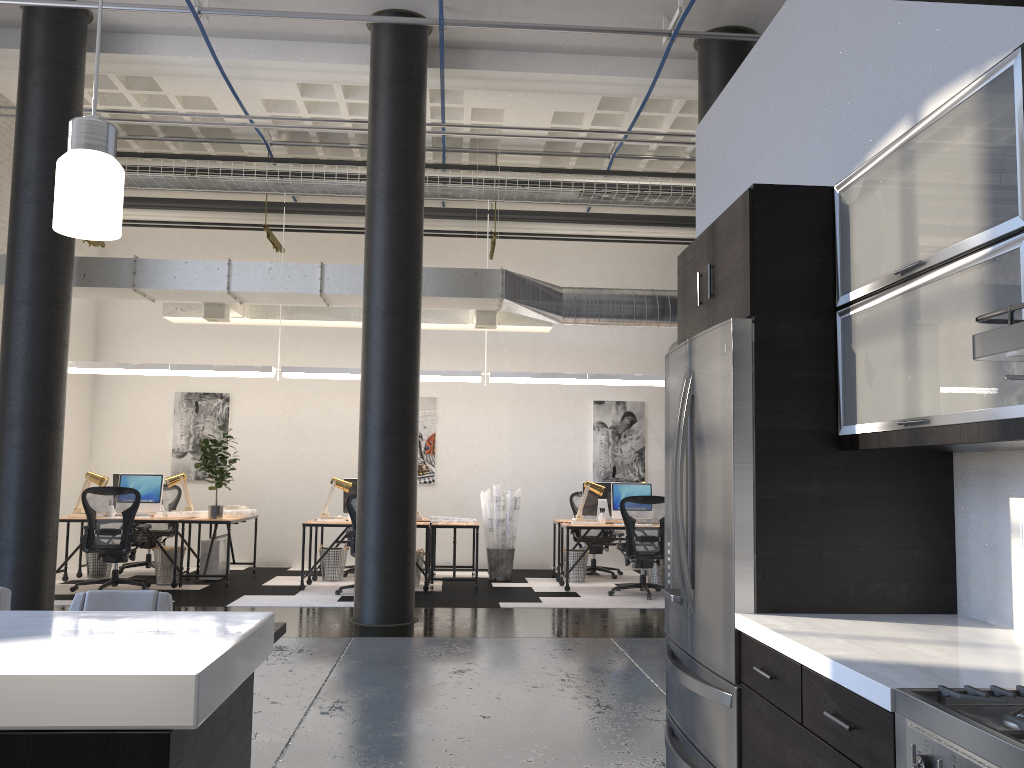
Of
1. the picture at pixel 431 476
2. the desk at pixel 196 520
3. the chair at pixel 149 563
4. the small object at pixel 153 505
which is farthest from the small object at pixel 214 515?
the picture at pixel 431 476

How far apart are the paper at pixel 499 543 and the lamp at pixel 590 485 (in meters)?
0.97

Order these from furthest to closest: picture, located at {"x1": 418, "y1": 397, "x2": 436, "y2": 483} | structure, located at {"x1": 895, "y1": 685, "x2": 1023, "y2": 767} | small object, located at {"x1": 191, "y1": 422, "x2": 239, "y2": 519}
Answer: picture, located at {"x1": 418, "y1": 397, "x2": 436, "y2": 483}
small object, located at {"x1": 191, "y1": 422, "x2": 239, "y2": 519}
structure, located at {"x1": 895, "y1": 685, "x2": 1023, "y2": 767}

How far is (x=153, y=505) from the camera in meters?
9.9

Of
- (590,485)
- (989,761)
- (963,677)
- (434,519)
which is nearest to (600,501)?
(590,485)

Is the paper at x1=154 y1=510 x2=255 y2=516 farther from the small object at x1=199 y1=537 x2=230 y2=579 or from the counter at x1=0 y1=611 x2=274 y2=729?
the counter at x1=0 y1=611 x2=274 y2=729

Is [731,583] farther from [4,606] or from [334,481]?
[334,481]

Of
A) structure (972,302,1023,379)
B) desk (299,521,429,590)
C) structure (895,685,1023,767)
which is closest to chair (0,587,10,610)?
structure (895,685,1023,767)

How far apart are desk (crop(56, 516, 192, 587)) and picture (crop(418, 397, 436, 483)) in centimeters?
347cm

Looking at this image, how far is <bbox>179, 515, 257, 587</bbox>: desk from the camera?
9.53m
